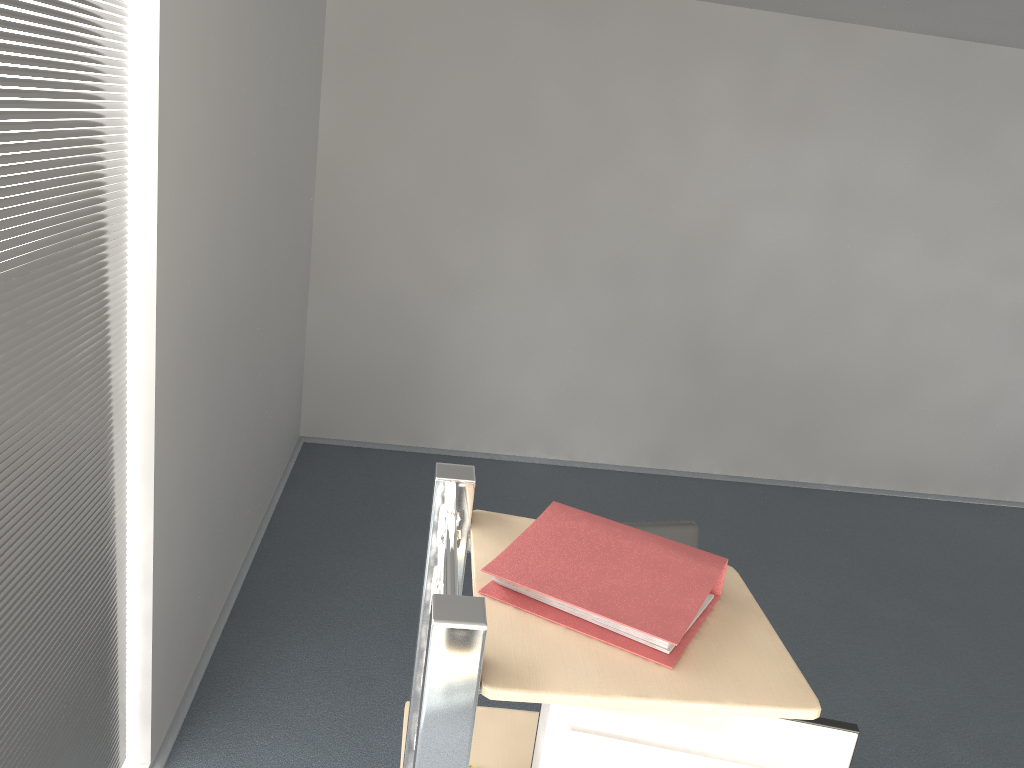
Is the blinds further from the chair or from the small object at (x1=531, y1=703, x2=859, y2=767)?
the chair

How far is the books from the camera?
1.31m

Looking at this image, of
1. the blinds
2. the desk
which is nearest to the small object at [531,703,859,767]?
the desk

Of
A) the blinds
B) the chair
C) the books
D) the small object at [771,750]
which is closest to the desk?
the books

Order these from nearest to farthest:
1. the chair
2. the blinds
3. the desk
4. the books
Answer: the desk
the books
the blinds
the chair

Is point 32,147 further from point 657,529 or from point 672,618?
point 657,529

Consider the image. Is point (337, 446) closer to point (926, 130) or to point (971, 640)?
point (971, 640)

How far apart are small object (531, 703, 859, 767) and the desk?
0.18m

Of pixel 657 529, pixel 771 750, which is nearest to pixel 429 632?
pixel 771 750

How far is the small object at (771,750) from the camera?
Answer: 1.44m
